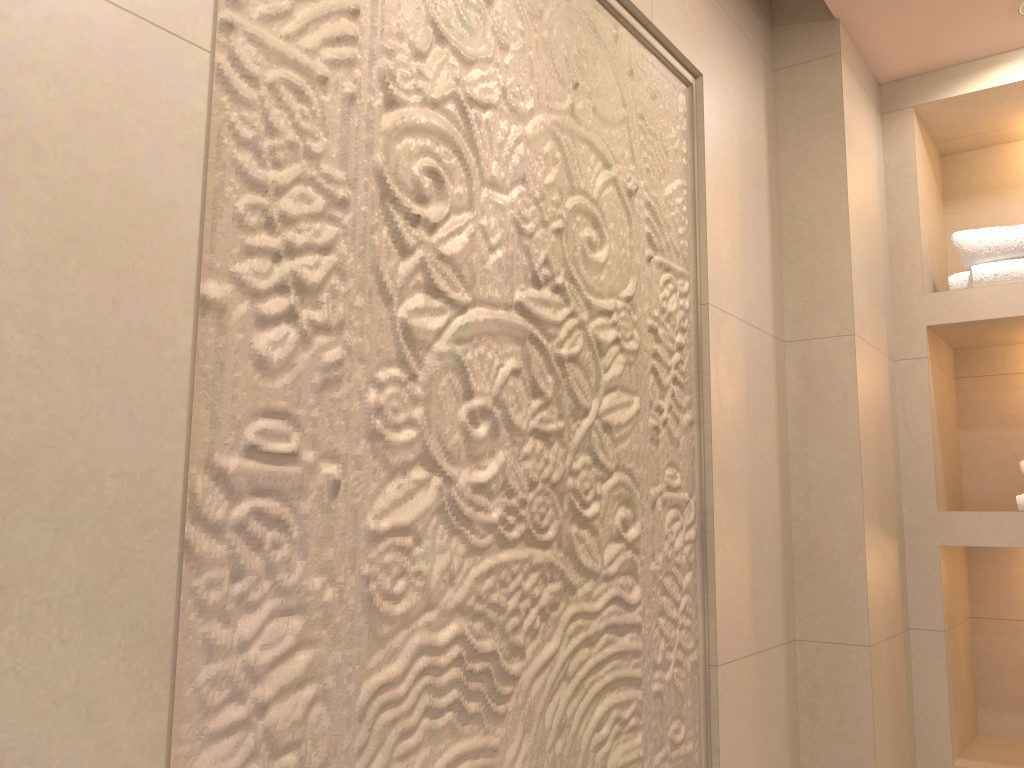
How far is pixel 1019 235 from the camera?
2.07m

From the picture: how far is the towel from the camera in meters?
2.1 m

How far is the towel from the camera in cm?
207
